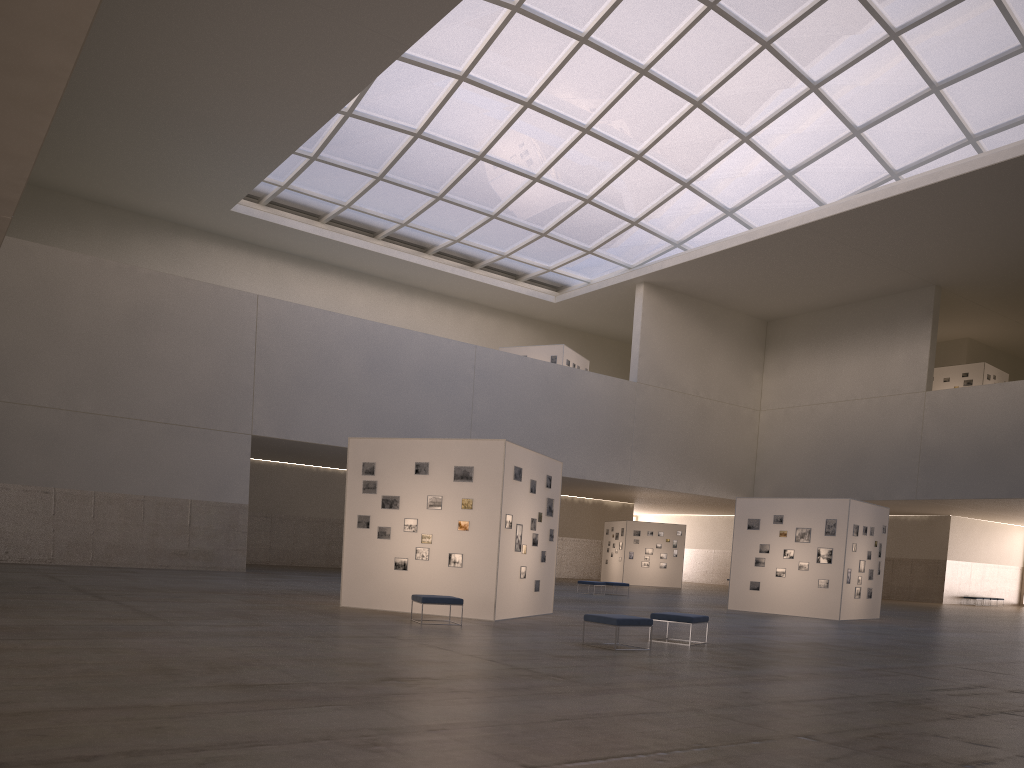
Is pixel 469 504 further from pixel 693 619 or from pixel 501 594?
pixel 693 619

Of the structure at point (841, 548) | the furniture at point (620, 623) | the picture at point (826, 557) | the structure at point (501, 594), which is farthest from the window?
the furniture at point (620, 623)

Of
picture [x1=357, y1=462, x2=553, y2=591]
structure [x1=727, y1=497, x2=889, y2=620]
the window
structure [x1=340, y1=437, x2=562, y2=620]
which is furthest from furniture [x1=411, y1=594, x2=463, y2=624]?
the window

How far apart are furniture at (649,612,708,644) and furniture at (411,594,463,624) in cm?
434

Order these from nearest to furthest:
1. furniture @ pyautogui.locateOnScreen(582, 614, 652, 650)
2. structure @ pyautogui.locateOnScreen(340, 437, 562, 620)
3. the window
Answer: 1. furniture @ pyautogui.locateOnScreen(582, 614, 652, 650)
2. structure @ pyautogui.locateOnScreen(340, 437, 562, 620)
3. the window

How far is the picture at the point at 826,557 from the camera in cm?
3217

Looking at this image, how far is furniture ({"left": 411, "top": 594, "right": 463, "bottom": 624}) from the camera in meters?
19.3 m

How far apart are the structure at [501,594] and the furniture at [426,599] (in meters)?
1.94

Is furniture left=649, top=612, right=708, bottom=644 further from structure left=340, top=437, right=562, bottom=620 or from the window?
the window

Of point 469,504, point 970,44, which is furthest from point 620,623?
point 970,44
